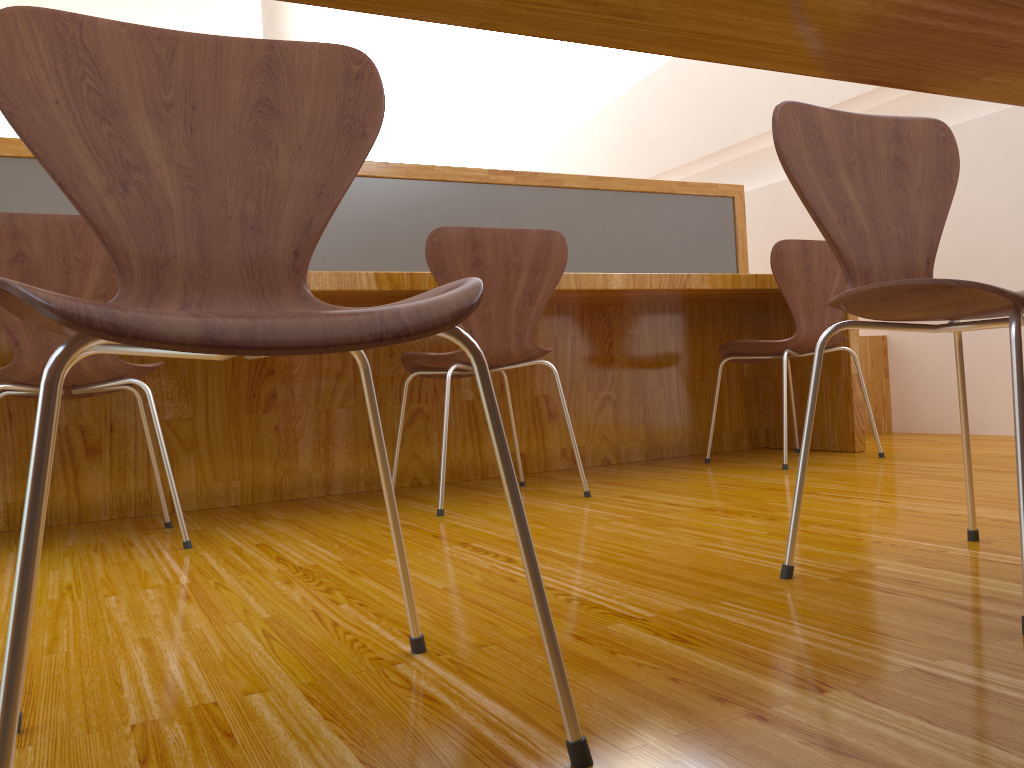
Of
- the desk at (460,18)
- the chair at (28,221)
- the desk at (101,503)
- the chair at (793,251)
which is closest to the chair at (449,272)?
the desk at (101,503)

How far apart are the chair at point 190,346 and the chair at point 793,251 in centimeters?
190cm

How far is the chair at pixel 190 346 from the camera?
0.58m

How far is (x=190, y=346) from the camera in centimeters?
58cm

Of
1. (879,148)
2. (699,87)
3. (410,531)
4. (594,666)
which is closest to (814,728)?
(594,666)

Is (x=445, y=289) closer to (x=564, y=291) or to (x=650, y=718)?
(x=650, y=718)

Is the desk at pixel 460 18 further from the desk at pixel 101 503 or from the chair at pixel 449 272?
the desk at pixel 101 503

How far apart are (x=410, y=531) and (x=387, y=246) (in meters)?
1.19

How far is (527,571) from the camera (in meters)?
0.69

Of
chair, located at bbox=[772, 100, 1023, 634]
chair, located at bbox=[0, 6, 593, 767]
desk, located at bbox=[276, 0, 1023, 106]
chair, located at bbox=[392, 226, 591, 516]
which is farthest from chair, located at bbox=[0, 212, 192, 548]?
desk, located at bbox=[276, 0, 1023, 106]
